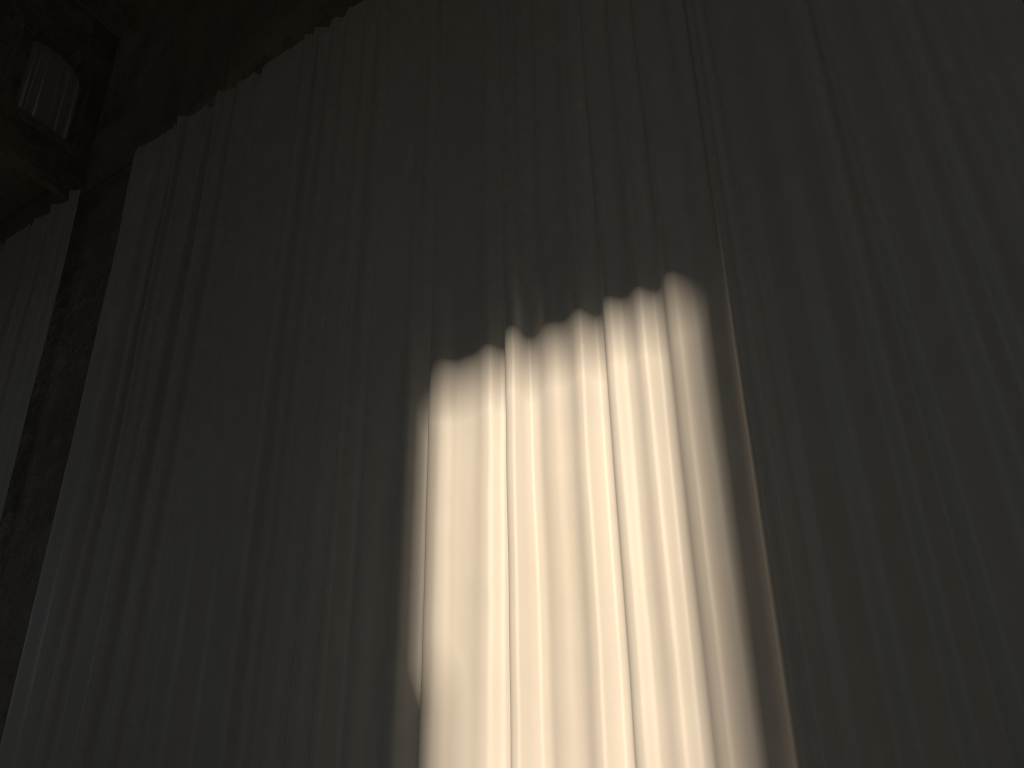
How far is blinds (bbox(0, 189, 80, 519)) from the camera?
8.86m

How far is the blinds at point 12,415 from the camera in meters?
8.9

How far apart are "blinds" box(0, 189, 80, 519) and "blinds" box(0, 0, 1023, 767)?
1.10m

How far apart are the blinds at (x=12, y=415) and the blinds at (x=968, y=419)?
1.1 meters

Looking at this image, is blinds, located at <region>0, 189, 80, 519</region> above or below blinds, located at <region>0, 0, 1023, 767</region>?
above

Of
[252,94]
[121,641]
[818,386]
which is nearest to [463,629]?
[818,386]

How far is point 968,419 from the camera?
3.7m

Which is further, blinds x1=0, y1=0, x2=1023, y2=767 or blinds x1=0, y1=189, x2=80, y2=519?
blinds x1=0, y1=189, x2=80, y2=519

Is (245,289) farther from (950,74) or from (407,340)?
(950,74)
